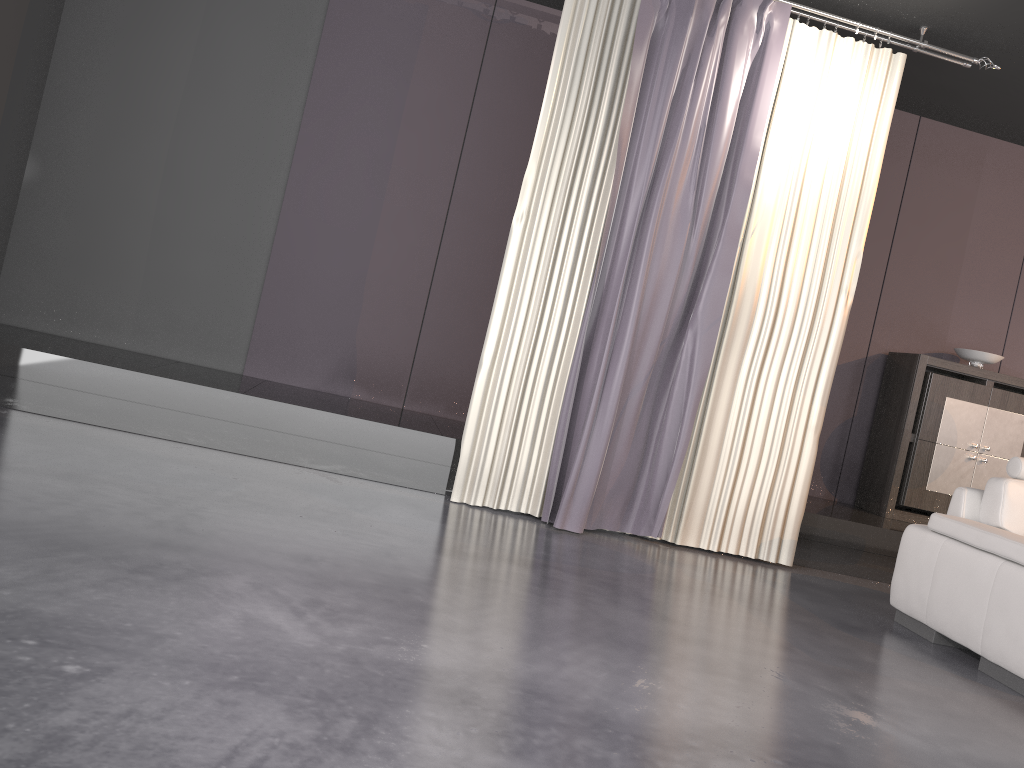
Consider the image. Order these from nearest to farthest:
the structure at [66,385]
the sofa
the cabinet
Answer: the sofa → the structure at [66,385] → the cabinet

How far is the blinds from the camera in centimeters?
439cm

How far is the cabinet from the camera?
5.70m

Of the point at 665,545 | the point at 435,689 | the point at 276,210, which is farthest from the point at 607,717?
the point at 276,210

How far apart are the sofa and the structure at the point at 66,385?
0.9m

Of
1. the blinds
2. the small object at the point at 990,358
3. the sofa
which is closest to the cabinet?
the small object at the point at 990,358

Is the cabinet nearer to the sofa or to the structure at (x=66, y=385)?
the structure at (x=66, y=385)

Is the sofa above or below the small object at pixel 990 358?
below

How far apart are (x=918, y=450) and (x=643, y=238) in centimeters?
263cm

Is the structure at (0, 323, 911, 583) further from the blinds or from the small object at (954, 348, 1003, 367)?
the small object at (954, 348, 1003, 367)
